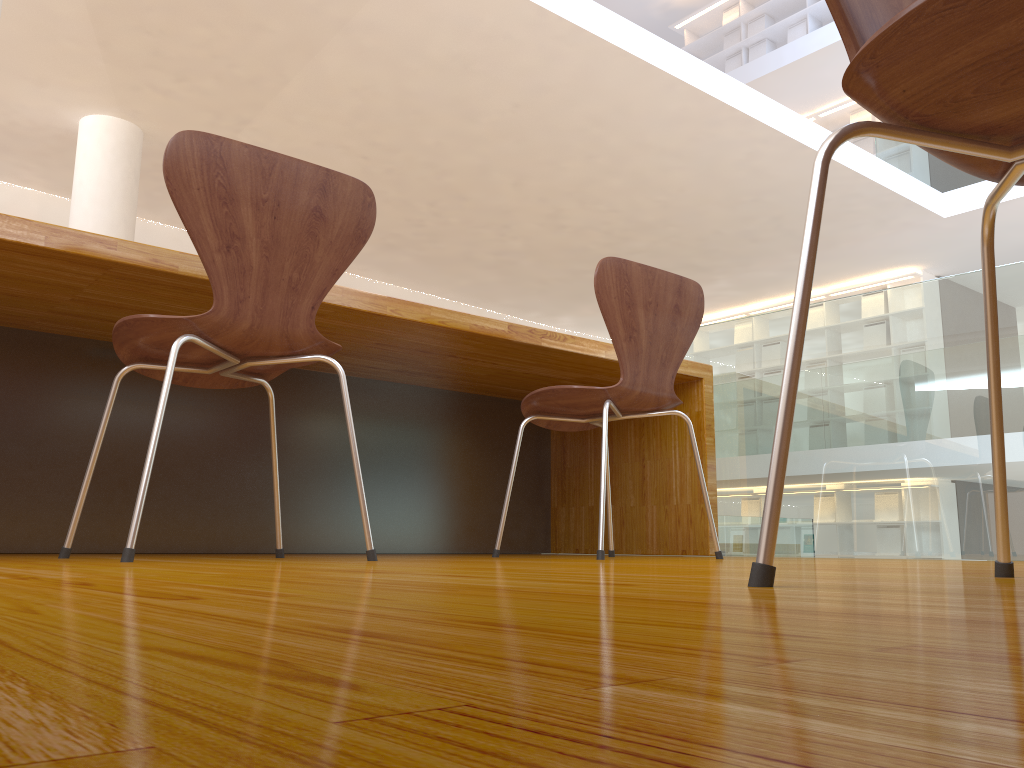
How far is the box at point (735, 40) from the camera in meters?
11.0

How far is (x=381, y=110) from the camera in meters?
6.3 m

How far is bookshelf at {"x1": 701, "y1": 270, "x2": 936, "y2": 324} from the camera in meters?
8.7 m

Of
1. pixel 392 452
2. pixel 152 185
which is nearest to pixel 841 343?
pixel 392 452

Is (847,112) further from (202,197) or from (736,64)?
(202,197)

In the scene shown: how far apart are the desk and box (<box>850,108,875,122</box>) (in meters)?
7.74

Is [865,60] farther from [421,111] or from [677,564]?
[421,111]

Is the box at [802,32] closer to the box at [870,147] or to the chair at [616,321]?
the box at [870,147]

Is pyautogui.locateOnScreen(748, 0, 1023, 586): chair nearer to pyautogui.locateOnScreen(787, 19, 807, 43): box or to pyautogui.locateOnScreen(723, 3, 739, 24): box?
pyautogui.locateOnScreen(787, 19, 807, 43): box

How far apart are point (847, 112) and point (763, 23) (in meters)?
1.84
